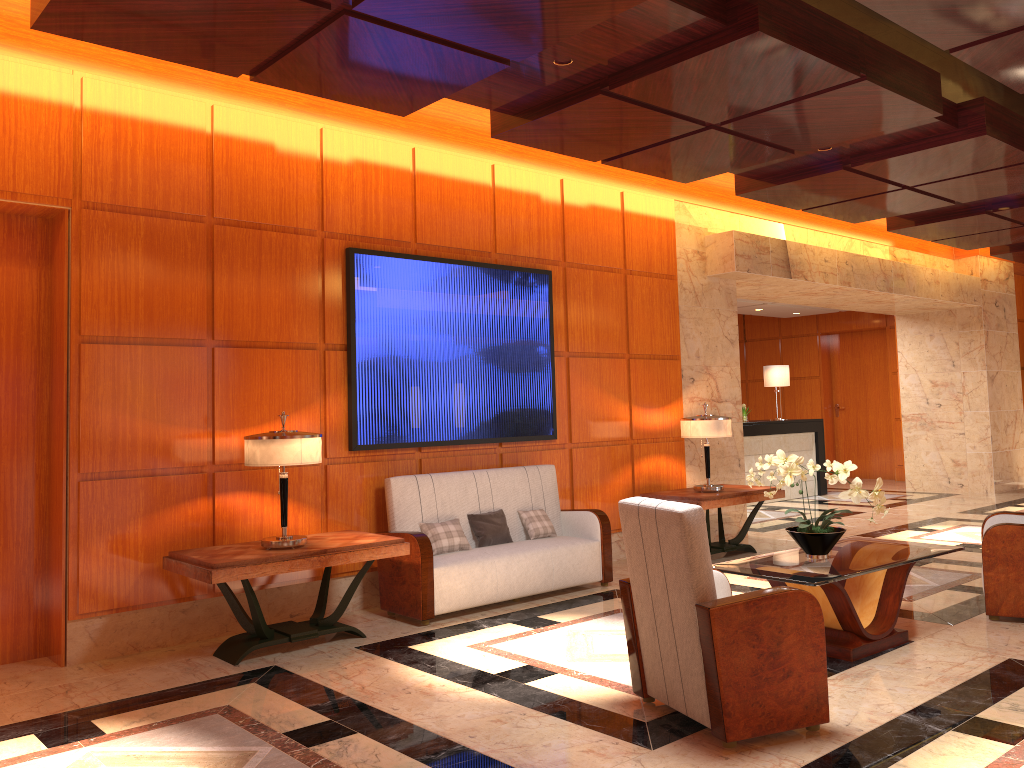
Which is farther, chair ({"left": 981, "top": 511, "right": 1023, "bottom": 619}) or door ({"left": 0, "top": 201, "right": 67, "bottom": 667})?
chair ({"left": 981, "top": 511, "right": 1023, "bottom": 619})

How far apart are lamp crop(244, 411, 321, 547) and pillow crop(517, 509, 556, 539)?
2.0m

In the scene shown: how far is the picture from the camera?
6.4 meters

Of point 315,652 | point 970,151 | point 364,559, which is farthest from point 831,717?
point 970,151

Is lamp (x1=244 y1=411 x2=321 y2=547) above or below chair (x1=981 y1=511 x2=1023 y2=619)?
above

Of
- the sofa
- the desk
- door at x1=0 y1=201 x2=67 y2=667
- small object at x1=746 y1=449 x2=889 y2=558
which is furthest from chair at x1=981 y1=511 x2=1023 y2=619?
the desk

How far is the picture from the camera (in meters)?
6.39

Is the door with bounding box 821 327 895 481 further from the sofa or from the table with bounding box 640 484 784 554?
the sofa

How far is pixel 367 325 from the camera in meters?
6.4 m

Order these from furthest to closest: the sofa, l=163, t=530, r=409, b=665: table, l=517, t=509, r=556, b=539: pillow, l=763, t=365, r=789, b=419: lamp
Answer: l=763, t=365, r=789, b=419: lamp
l=517, t=509, r=556, b=539: pillow
the sofa
l=163, t=530, r=409, b=665: table
